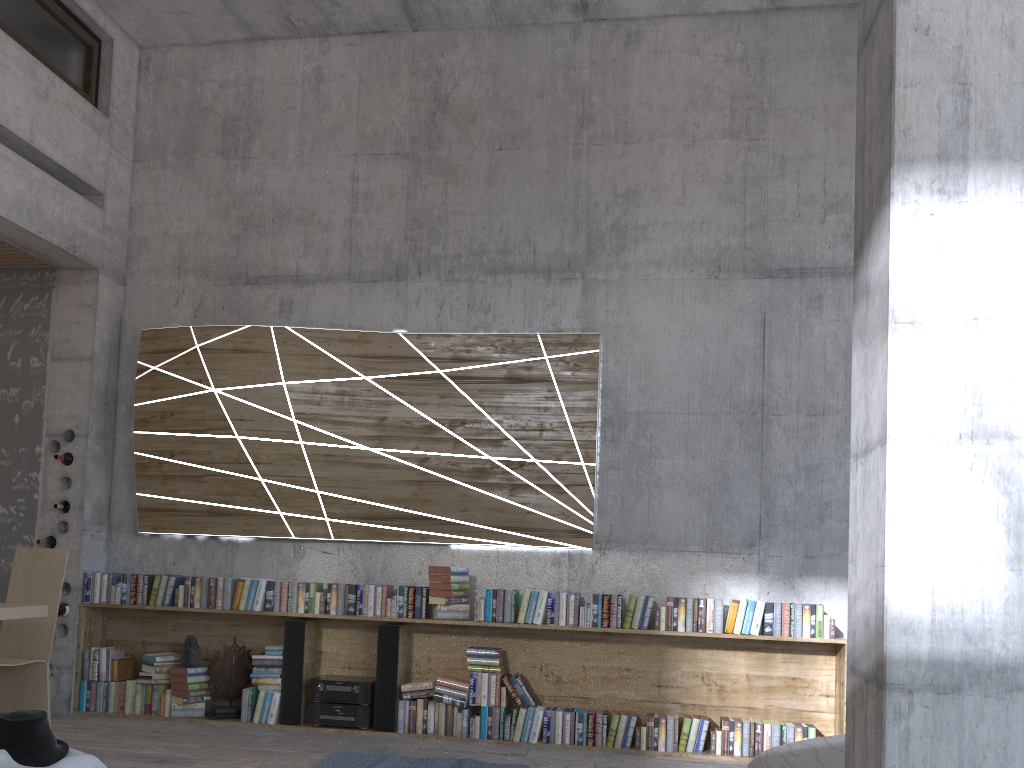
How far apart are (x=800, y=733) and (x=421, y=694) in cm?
238

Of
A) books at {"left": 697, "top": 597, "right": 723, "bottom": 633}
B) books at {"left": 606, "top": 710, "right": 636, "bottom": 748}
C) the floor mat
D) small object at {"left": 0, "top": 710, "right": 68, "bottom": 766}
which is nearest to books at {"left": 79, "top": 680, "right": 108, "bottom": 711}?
the floor mat

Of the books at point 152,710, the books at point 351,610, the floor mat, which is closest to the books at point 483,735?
the floor mat

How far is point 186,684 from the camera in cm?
594

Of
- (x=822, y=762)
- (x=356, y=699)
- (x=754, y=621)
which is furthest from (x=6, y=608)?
(x=754, y=621)

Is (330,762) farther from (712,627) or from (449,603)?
(712,627)

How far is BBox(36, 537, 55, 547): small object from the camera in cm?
627

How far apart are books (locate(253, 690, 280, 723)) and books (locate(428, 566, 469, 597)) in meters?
1.3

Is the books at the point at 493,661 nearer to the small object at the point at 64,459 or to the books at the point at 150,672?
the books at the point at 150,672

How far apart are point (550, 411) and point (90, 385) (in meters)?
3.40
